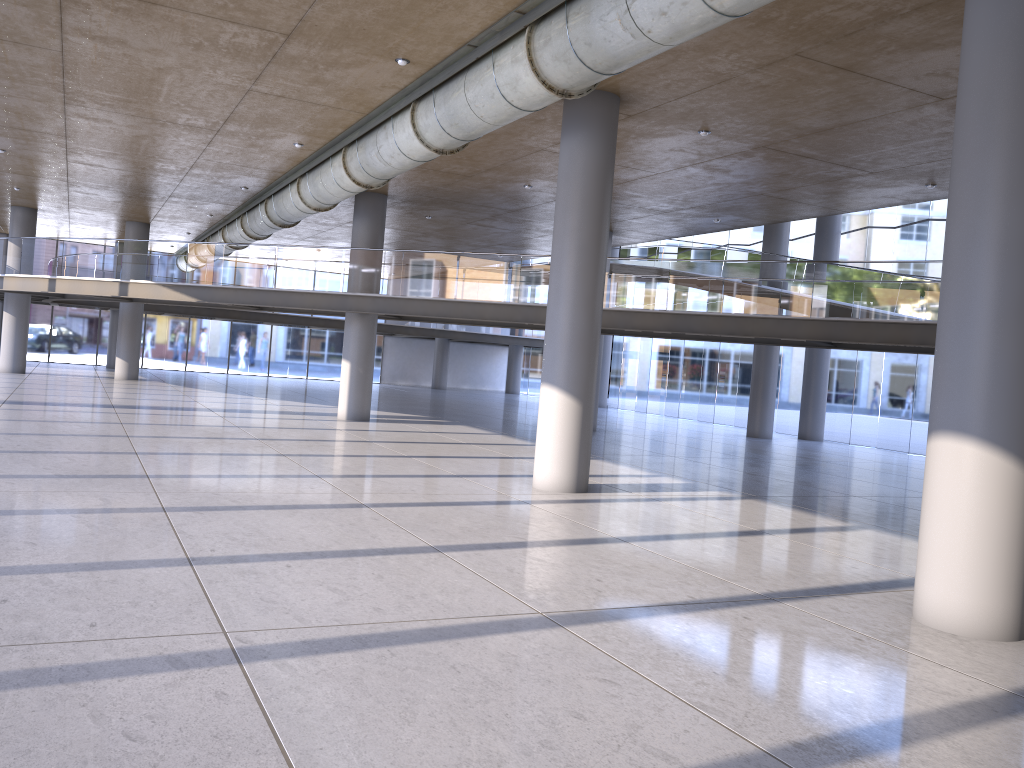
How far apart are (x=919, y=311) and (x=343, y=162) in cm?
1059
